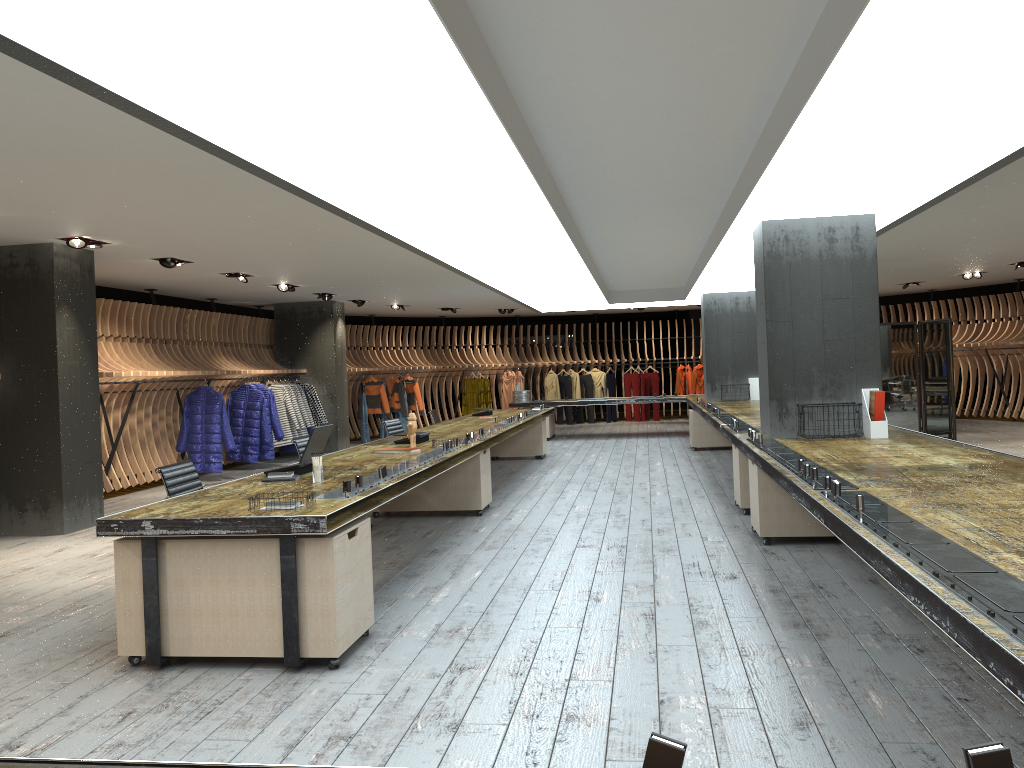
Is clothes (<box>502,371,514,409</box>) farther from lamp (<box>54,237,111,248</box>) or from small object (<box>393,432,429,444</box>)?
lamp (<box>54,237,111,248</box>)

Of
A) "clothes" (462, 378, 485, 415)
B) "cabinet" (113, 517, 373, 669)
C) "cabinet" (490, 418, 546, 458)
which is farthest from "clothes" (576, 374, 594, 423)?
"cabinet" (113, 517, 373, 669)

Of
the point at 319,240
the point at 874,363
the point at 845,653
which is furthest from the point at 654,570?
the point at 319,240

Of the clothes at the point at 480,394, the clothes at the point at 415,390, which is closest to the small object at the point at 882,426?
the clothes at the point at 415,390

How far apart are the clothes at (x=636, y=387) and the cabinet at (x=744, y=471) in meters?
13.7 m

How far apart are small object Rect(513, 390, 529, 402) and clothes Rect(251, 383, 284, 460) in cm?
504

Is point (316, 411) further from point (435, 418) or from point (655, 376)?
point (655, 376)

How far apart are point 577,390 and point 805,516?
15.1 meters

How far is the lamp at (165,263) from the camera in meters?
9.8

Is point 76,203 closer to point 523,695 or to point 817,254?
point 523,695
